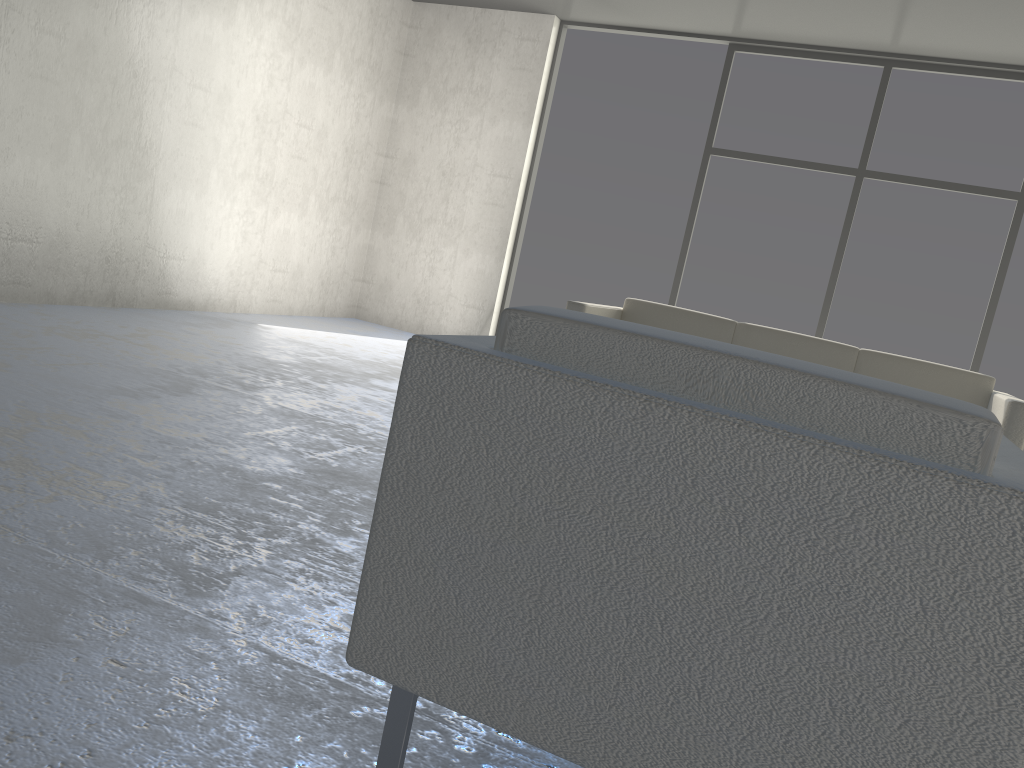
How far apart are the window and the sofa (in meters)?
1.94

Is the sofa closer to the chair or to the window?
the window

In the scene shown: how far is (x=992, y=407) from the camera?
3.70m

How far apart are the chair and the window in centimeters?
474cm

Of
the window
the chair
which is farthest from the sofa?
the chair

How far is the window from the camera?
5.5 meters

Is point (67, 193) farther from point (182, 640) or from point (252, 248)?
point (182, 640)

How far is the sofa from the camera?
3.7 meters

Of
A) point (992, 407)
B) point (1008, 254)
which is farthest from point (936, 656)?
point (1008, 254)

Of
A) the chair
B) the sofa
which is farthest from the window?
the chair
